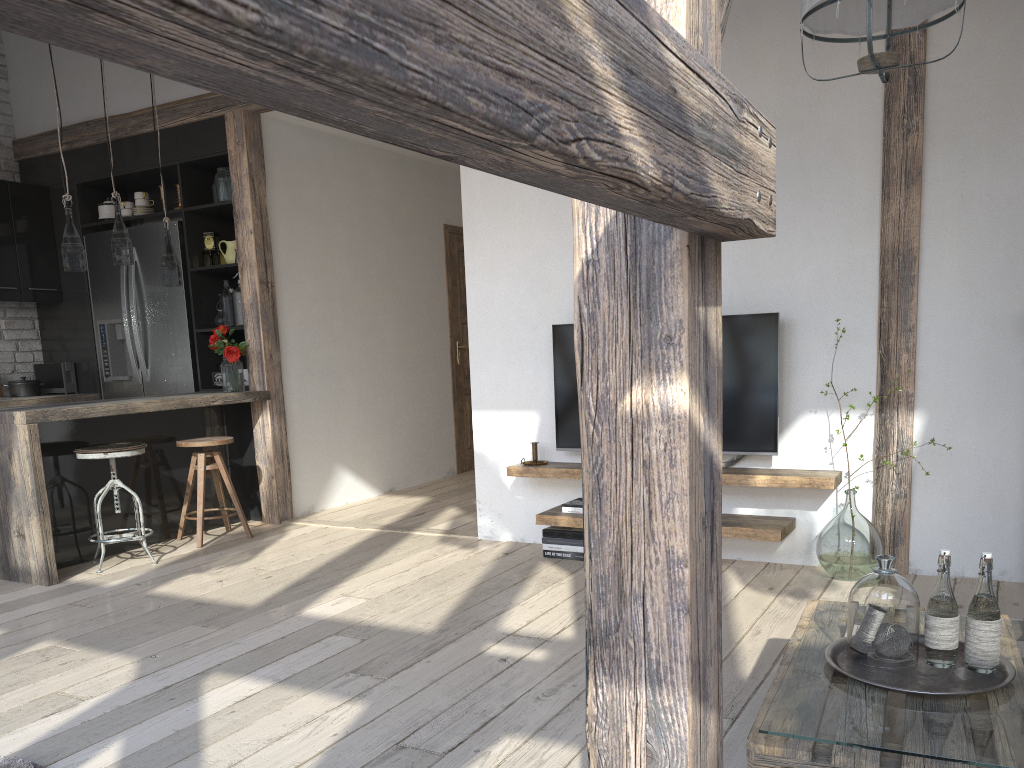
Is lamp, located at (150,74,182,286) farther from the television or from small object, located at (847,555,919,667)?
small object, located at (847,555,919,667)

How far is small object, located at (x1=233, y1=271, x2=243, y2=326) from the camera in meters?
5.6

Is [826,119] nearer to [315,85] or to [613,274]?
[613,274]

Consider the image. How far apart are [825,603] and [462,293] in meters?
5.5 m

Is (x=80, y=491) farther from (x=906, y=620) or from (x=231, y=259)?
(x=906, y=620)

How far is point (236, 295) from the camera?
5.6m

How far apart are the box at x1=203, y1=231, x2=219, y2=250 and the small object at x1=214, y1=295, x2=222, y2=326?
0.5m

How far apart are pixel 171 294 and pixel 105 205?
0.9m

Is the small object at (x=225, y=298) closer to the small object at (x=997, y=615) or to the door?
the door

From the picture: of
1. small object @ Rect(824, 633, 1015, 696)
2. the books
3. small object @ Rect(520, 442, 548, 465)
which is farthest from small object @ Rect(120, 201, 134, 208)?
small object @ Rect(824, 633, 1015, 696)
